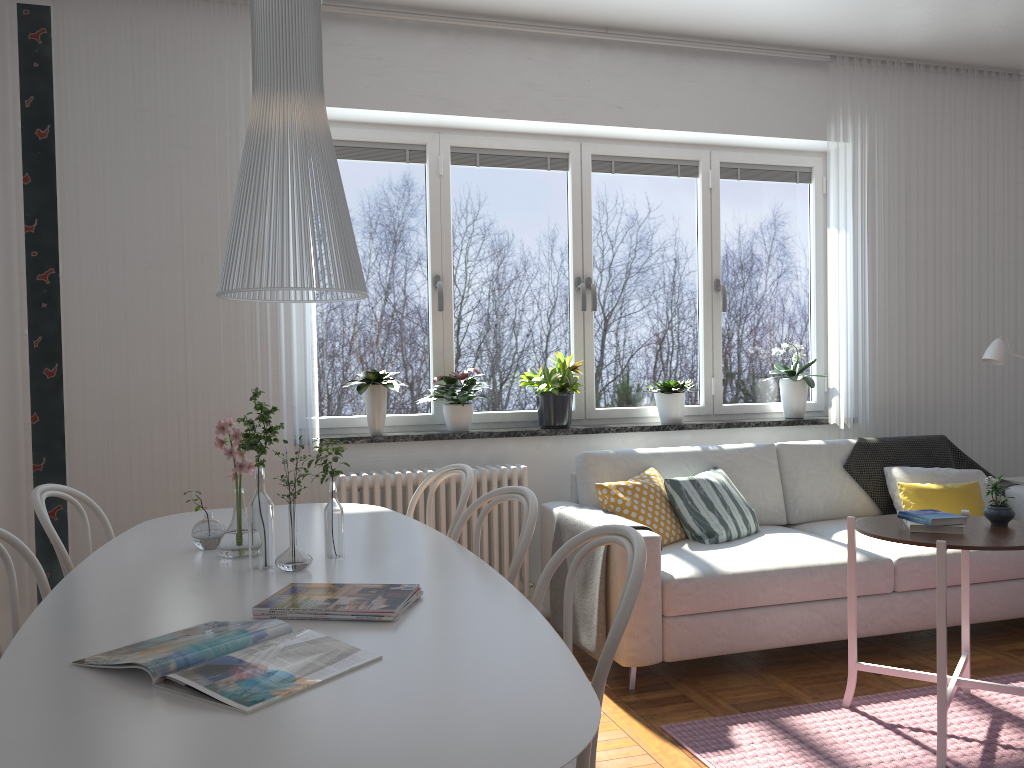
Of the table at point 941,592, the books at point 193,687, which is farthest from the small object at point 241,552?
the table at point 941,592

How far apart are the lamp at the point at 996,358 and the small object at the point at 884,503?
0.5m

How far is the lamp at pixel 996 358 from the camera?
4.5m

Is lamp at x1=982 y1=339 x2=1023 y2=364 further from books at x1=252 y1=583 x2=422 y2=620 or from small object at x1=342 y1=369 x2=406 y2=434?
books at x1=252 y1=583 x2=422 y2=620

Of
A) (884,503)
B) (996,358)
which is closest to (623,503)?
(884,503)

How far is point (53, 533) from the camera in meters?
2.4 m

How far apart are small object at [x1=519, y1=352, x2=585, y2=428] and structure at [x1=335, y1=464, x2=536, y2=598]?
0.3 meters

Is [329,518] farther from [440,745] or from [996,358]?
[996,358]

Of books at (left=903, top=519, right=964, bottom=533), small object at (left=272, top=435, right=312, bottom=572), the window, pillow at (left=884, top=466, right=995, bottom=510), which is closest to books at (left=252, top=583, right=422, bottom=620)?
small object at (left=272, top=435, right=312, bottom=572)

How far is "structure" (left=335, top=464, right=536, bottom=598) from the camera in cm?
394
